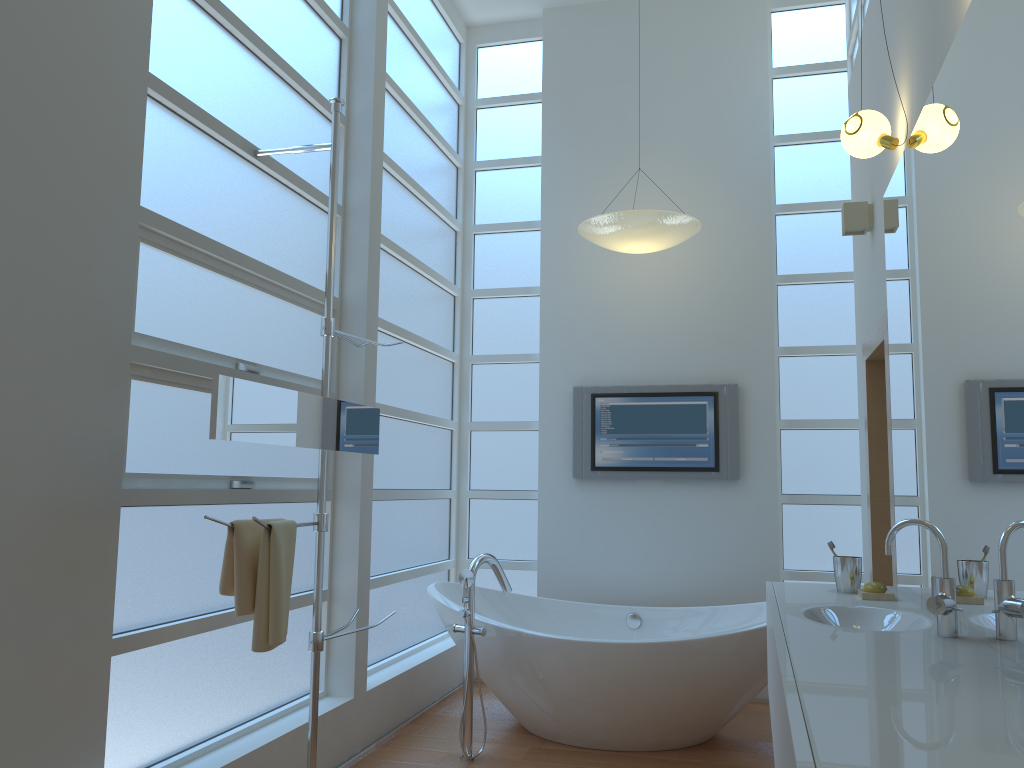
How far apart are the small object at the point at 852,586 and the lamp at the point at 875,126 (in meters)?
1.34

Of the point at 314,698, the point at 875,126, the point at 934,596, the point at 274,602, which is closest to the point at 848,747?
the point at 934,596

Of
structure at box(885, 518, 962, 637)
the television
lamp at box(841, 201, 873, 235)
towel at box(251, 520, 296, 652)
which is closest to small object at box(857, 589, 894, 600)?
structure at box(885, 518, 962, 637)

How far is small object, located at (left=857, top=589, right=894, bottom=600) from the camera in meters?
2.7

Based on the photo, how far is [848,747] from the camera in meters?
1.1

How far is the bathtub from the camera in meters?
3.5 m

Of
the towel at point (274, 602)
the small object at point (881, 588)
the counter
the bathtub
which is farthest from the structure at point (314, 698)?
the small object at point (881, 588)

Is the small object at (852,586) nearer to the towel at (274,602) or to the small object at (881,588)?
the small object at (881,588)

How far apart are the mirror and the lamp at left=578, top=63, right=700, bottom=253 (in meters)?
1.66

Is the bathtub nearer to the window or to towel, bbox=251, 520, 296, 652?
the window
